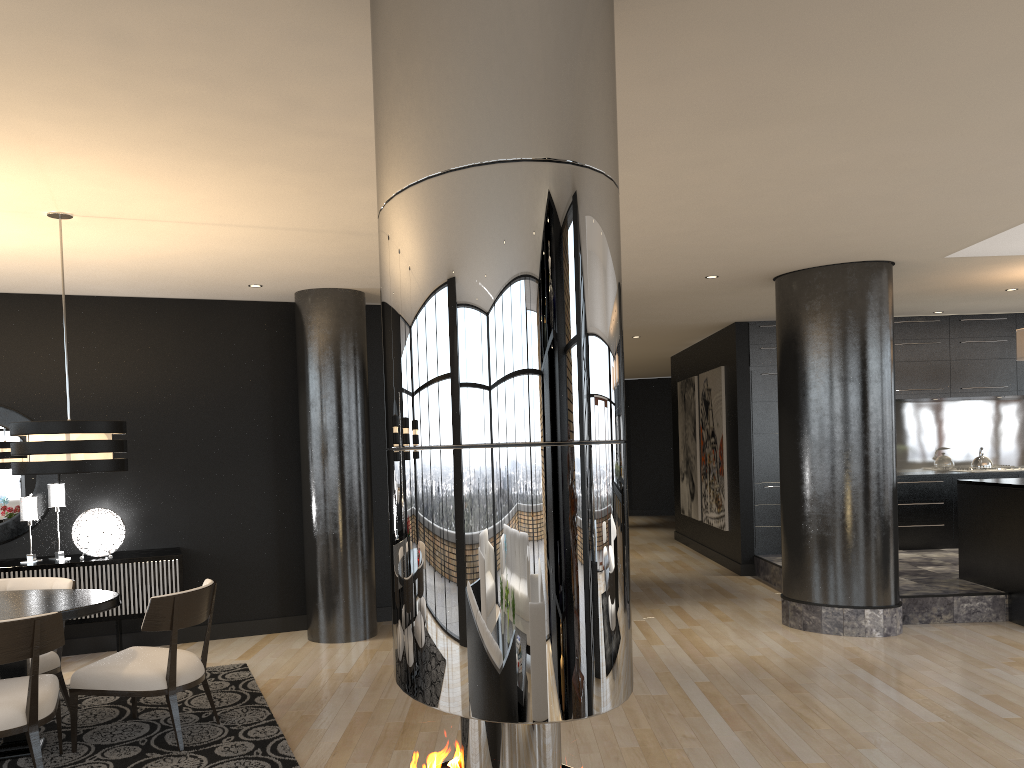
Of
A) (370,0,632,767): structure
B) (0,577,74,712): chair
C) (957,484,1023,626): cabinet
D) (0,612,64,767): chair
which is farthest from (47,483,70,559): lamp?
(957,484,1023,626): cabinet

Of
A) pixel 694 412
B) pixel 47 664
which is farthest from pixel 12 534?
pixel 694 412

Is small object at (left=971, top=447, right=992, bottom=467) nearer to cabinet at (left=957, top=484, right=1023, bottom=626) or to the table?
cabinet at (left=957, top=484, right=1023, bottom=626)

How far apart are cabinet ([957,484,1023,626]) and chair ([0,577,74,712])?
6.5m

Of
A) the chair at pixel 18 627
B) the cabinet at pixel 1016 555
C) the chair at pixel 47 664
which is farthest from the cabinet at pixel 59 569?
the cabinet at pixel 1016 555

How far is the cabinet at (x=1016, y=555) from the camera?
6.6 meters

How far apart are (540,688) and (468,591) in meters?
0.2

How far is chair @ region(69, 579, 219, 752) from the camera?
4.3m

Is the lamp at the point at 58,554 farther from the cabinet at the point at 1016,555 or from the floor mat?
the cabinet at the point at 1016,555

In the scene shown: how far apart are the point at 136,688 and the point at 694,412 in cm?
842
